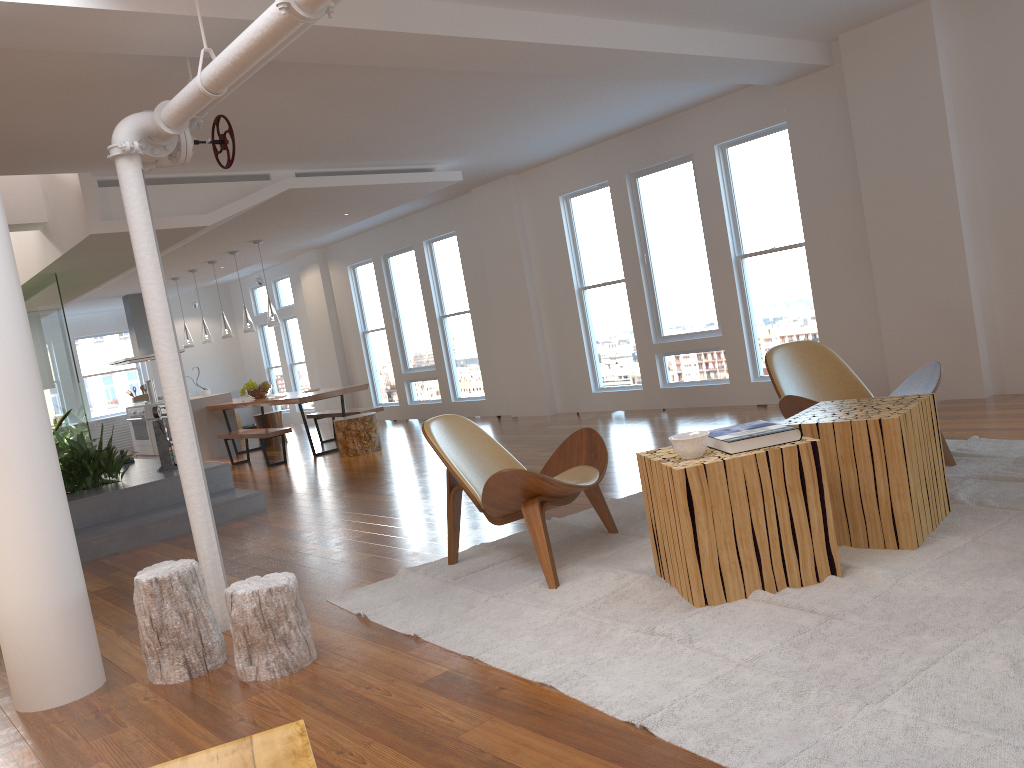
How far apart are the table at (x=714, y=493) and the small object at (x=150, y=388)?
11.38m

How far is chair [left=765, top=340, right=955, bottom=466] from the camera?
4.51m

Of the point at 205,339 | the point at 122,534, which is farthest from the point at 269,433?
the point at 122,534

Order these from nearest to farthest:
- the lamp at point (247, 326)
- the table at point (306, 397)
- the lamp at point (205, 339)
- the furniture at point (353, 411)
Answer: the table at point (306, 397)
the furniture at point (353, 411)
the lamp at point (247, 326)
the lamp at point (205, 339)

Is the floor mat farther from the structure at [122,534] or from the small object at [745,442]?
the structure at [122,534]

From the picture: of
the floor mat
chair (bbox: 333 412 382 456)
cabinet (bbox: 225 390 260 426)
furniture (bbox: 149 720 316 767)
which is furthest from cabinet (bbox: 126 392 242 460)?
furniture (bbox: 149 720 316 767)

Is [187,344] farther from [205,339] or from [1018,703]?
[1018,703]

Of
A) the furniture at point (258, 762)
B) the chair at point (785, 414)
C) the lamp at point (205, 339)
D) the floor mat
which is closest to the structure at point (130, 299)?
the lamp at point (205, 339)

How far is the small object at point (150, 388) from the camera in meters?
13.3 m

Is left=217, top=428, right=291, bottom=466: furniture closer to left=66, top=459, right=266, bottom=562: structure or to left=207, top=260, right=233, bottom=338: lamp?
left=66, top=459, right=266, bottom=562: structure
